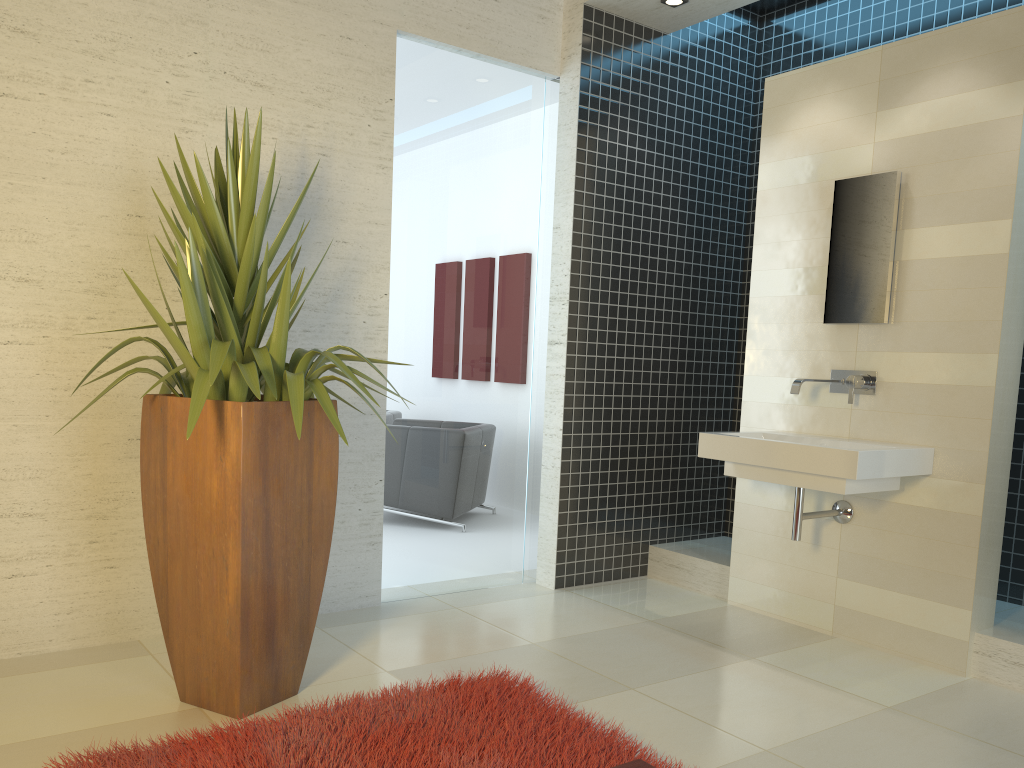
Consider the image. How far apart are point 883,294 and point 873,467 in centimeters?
90cm

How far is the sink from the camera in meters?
3.6

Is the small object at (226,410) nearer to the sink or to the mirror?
the sink

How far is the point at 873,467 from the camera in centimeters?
359cm

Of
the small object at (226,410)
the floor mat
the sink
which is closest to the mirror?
the sink

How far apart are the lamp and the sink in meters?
2.1 m

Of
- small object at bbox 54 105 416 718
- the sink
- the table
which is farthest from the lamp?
the table

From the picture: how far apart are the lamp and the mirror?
1.3 meters

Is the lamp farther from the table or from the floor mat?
Answer: the table

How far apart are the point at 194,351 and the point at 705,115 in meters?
3.7
